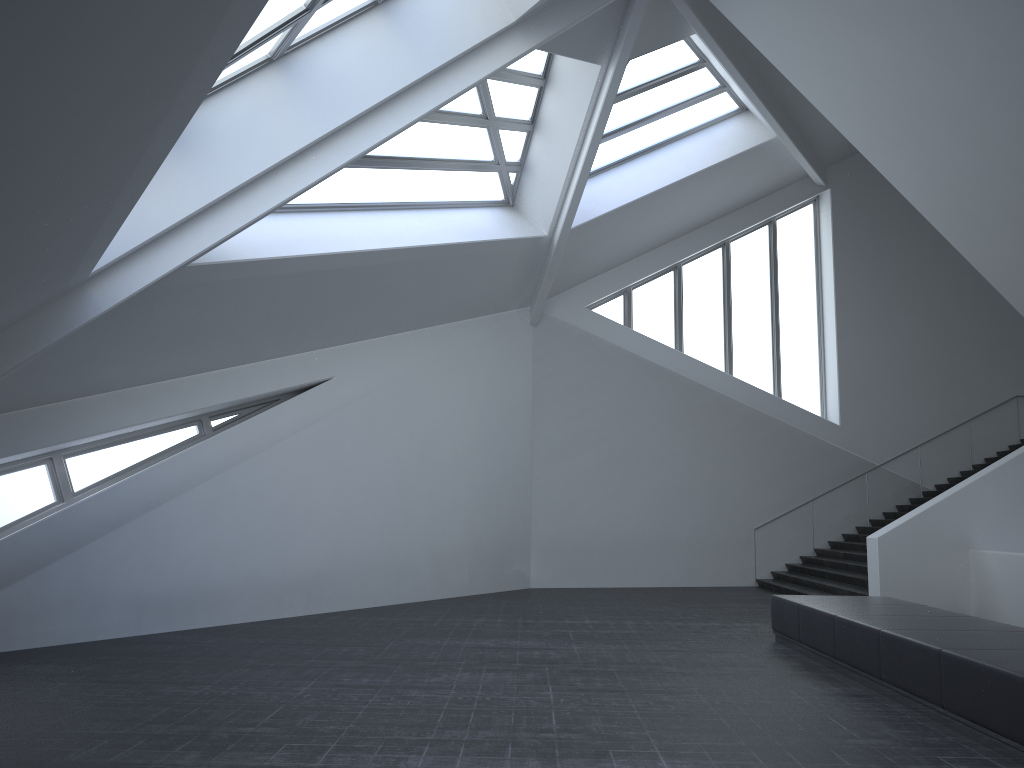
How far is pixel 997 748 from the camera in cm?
596

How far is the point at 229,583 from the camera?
12.0 meters

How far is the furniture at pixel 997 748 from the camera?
6.0m

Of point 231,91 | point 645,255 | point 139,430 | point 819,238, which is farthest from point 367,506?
point 819,238

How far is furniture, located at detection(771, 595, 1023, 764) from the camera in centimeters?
596cm

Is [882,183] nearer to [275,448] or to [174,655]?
[275,448]
